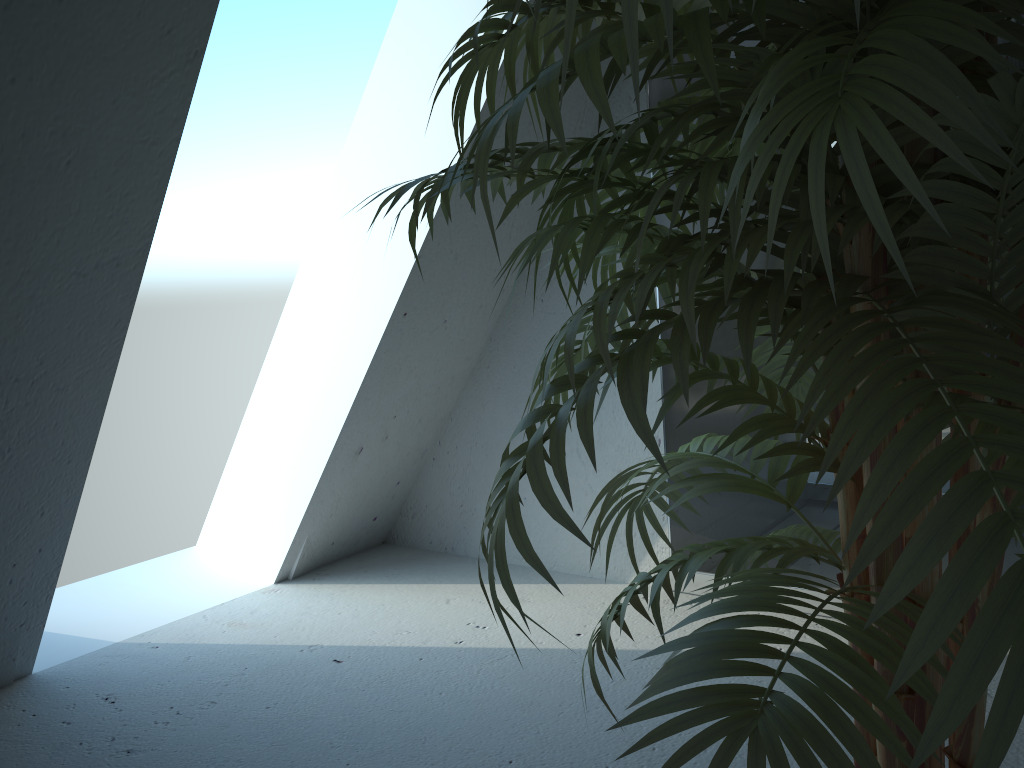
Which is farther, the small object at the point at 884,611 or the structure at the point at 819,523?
the structure at the point at 819,523

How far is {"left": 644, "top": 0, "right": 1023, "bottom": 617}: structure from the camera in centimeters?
198cm

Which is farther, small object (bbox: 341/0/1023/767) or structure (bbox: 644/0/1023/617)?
structure (bbox: 644/0/1023/617)

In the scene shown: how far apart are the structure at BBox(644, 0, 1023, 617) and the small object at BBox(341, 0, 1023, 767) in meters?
0.9

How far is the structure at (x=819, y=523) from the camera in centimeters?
198cm

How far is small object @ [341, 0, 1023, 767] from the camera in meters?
0.4 m

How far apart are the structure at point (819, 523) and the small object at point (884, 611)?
0.9m

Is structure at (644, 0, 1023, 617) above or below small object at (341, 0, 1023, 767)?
below

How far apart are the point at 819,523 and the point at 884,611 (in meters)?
1.63

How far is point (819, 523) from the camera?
2.0m
